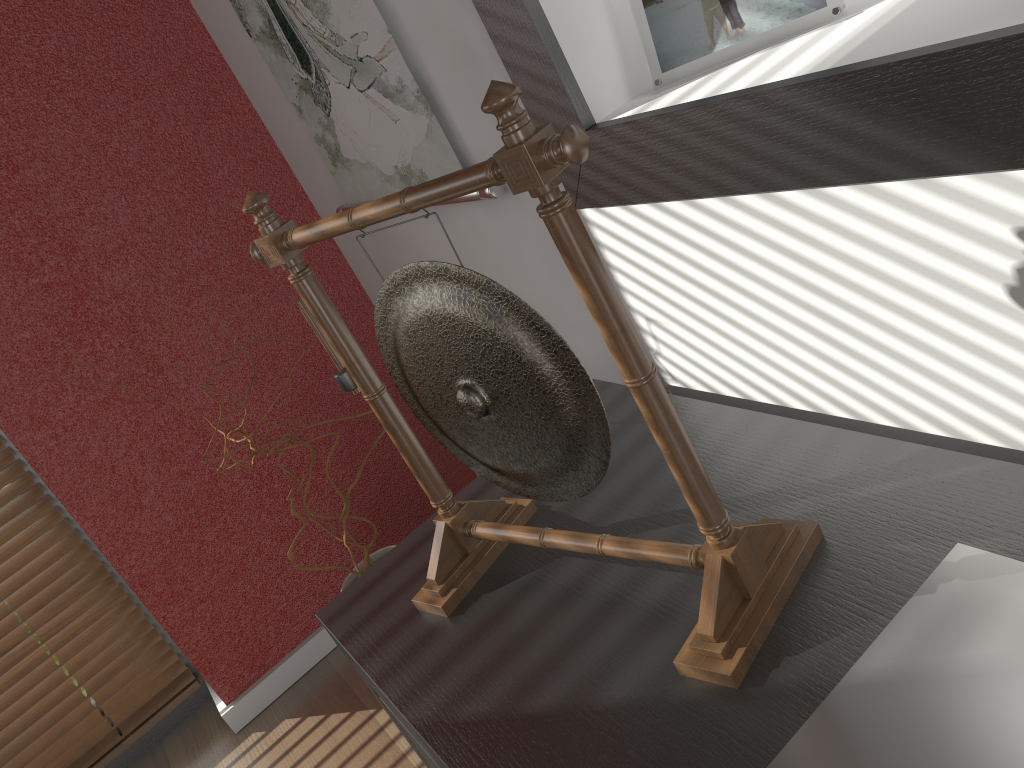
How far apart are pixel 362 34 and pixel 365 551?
0.93m

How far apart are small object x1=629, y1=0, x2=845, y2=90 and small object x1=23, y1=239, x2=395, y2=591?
1.0m

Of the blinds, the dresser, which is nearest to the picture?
the dresser

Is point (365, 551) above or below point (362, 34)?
below

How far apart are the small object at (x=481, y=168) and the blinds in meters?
1.4

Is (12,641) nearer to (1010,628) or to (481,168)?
(481,168)

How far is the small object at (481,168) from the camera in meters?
0.7 m

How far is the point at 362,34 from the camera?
1.3m

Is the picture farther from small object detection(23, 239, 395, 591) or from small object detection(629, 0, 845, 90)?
small object detection(23, 239, 395, 591)

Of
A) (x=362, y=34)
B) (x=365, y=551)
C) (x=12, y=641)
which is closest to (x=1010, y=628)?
(x=362, y=34)
